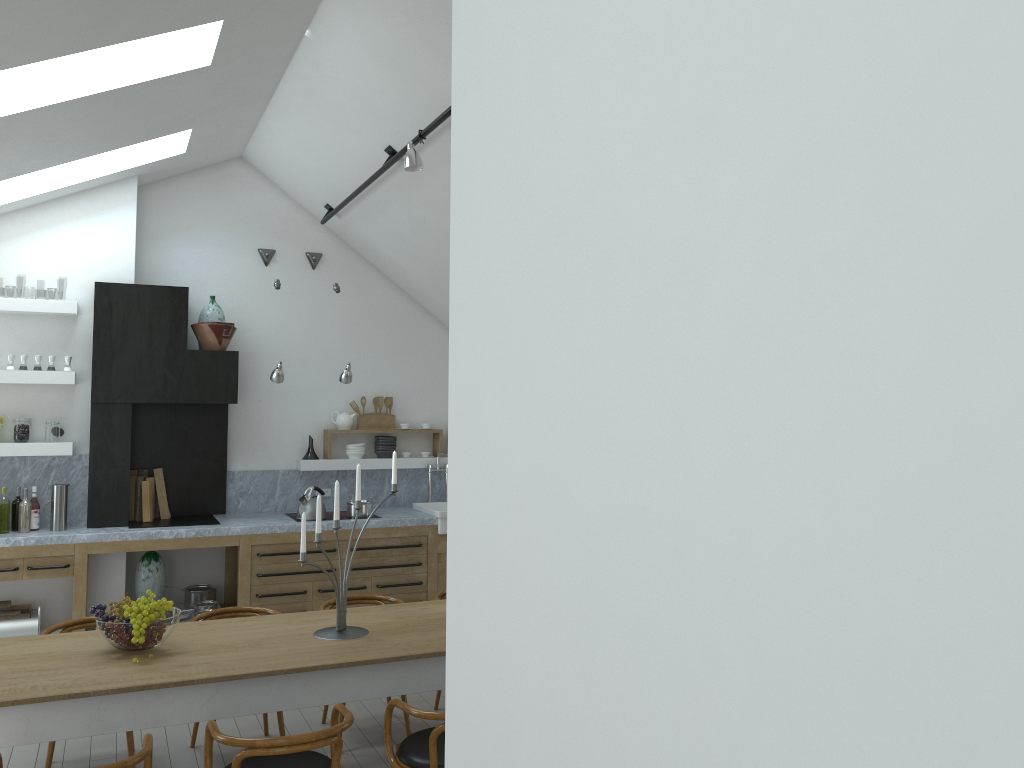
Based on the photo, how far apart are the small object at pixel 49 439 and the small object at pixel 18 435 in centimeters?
14cm

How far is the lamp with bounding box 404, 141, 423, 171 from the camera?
5.1 meters

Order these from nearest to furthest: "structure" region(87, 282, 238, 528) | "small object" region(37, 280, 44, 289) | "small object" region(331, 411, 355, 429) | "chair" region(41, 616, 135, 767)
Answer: "chair" region(41, 616, 135, 767), "structure" region(87, 282, 238, 528), "small object" region(331, 411, 355, 429), "small object" region(37, 280, 44, 289)

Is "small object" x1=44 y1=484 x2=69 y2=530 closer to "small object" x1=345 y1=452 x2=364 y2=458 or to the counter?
the counter

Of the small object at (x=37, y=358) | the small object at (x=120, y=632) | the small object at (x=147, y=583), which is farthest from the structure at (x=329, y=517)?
the small object at (x=120, y=632)

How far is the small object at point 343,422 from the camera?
8.1 meters

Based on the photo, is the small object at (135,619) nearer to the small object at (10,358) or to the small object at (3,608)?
the small object at (3,608)

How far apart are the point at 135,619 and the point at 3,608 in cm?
335

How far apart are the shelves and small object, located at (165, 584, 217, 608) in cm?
125

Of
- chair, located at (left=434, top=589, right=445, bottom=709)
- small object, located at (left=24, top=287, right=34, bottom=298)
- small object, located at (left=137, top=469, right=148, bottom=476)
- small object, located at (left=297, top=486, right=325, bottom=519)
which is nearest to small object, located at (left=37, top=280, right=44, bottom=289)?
small object, located at (left=24, top=287, right=34, bottom=298)
